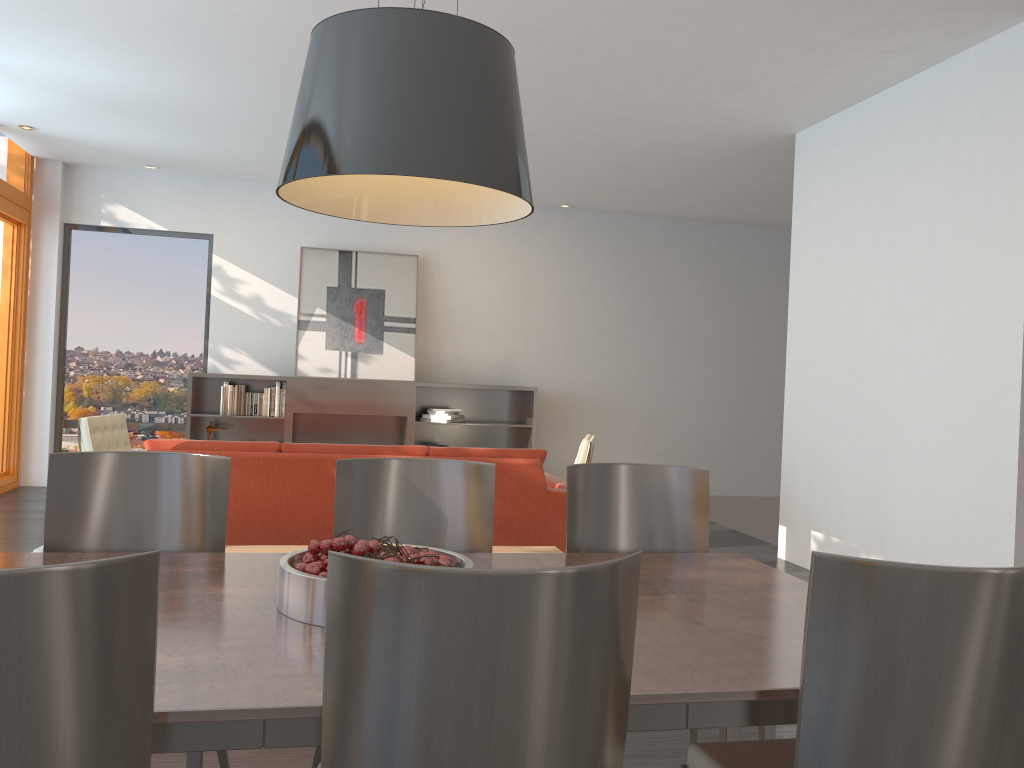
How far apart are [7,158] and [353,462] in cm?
716

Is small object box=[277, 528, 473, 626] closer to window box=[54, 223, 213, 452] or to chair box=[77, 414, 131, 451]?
chair box=[77, 414, 131, 451]

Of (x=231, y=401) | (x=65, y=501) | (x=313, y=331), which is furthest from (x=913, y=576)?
(x=313, y=331)

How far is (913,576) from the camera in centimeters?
136cm

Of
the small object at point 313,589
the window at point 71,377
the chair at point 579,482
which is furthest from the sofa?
the window at point 71,377

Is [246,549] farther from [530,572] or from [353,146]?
[530,572]

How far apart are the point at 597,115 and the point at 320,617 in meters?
5.2 m

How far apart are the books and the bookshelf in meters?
→ 0.1

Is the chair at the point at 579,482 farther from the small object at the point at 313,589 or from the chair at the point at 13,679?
the chair at the point at 13,679

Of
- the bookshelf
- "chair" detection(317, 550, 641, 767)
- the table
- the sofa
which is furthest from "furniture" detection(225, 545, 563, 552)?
the bookshelf
